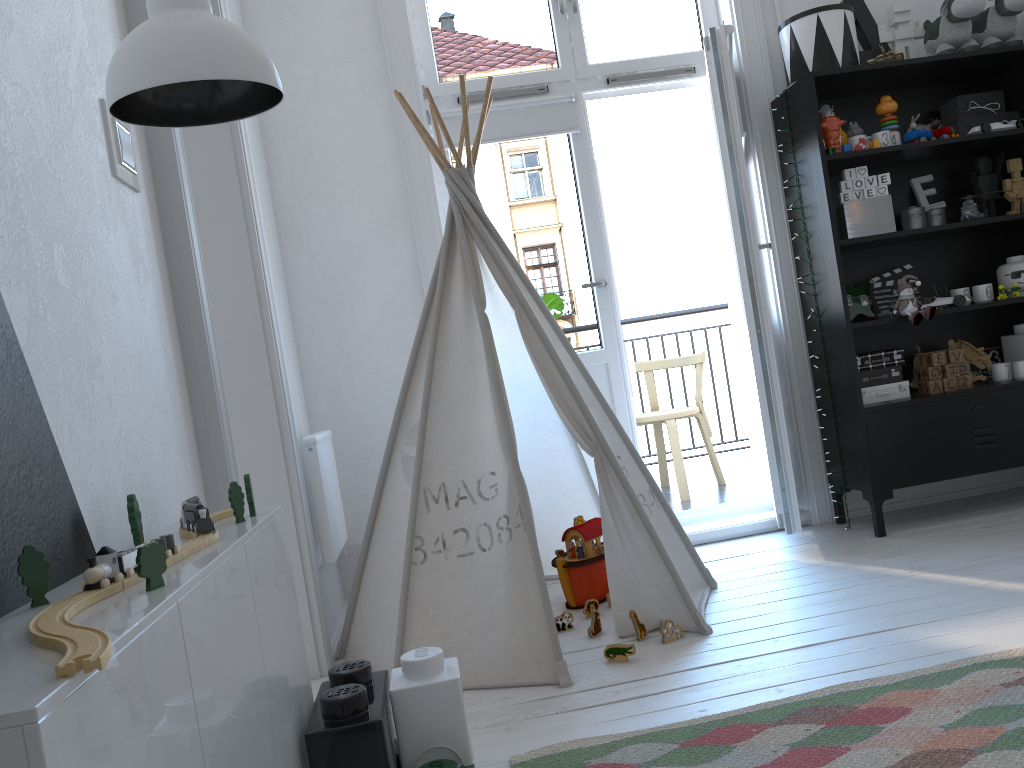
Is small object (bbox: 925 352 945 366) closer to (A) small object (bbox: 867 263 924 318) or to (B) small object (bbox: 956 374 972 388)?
(B) small object (bbox: 956 374 972 388)

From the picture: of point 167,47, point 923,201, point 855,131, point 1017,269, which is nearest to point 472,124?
point 855,131

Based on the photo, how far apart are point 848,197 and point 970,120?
0.62m

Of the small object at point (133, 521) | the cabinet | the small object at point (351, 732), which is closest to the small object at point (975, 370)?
the small object at point (351, 732)

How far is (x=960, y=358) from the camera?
3.29m

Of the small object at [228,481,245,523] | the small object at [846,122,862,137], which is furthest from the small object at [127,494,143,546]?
the small object at [846,122,862,137]

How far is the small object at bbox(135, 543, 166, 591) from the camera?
0.88m

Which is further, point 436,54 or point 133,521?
point 436,54

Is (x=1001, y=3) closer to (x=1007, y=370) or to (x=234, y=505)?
(x=1007, y=370)

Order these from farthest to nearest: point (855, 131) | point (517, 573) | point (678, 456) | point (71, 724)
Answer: point (678, 456)
point (855, 131)
point (517, 573)
point (71, 724)
